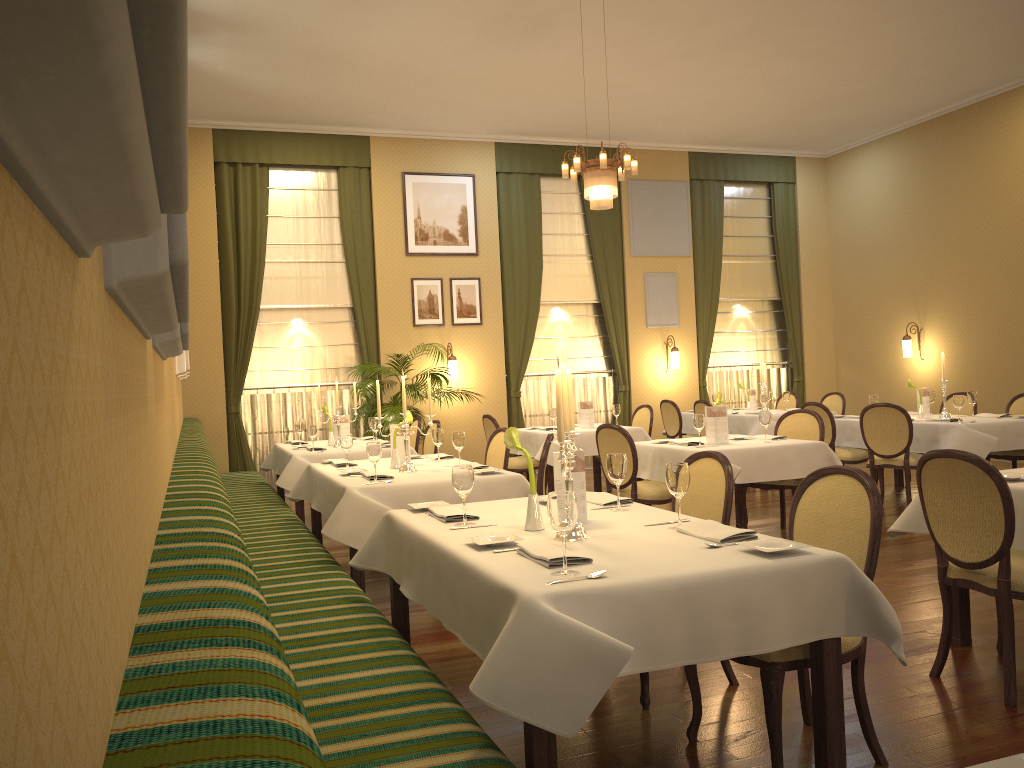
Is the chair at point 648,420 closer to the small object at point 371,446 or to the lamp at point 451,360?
the lamp at point 451,360

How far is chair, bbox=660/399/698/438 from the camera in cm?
1060

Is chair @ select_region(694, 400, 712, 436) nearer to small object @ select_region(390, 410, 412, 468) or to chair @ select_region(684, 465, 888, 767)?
→ small object @ select_region(390, 410, 412, 468)

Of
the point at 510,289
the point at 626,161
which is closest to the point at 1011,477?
the point at 626,161

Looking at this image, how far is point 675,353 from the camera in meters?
12.2

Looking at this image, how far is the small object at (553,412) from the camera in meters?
8.8 m

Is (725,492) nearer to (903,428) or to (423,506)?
(423,506)

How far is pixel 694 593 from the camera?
2.4m

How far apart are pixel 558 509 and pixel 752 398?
8.73m

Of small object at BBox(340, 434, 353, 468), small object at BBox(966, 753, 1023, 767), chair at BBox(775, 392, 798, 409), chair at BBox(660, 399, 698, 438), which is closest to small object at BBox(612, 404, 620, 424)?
chair at BBox(660, 399, 698, 438)
